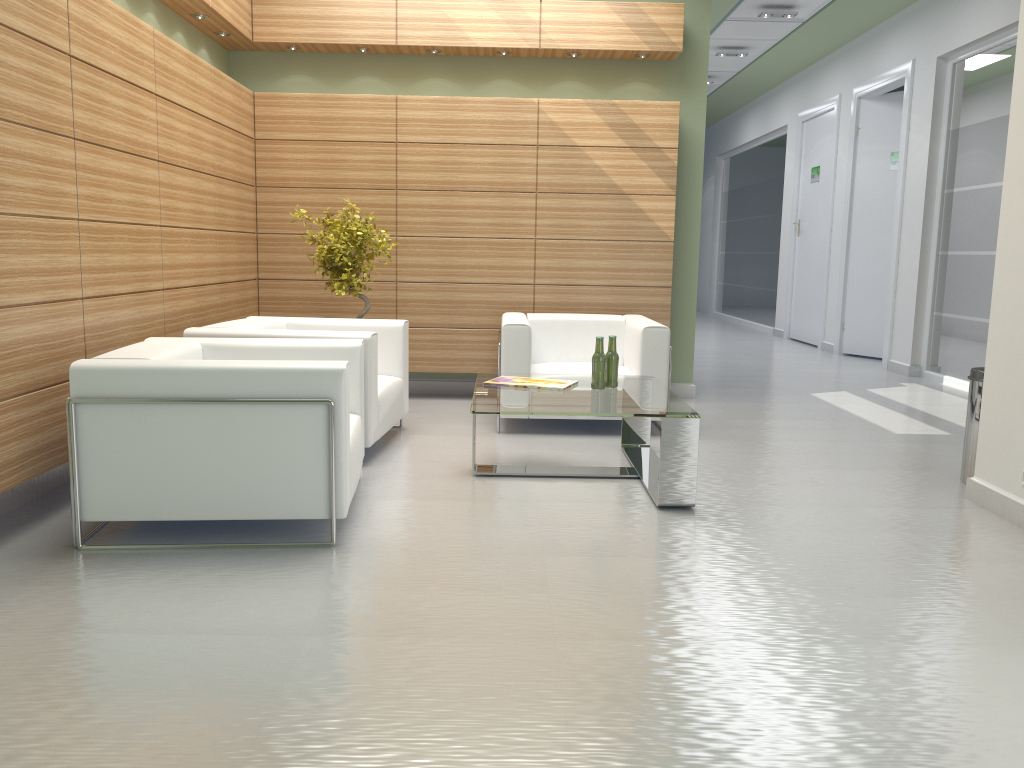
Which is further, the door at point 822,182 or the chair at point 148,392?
the door at point 822,182

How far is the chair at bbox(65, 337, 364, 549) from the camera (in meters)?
5.69

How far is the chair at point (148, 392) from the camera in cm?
569

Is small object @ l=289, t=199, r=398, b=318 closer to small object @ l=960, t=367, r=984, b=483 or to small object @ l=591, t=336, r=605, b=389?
small object @ l=591, t=336, r=605, b=389

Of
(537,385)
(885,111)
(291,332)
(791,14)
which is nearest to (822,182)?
(885,111)

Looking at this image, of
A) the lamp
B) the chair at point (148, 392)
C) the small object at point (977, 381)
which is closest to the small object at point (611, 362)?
the chair at point (148, 392)

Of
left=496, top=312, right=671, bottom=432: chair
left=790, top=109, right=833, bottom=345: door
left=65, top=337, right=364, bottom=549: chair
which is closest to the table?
left=496, top=312, right=671, bottom=432: chair

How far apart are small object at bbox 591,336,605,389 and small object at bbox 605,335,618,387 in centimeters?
14cm

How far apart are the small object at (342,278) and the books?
2.6m

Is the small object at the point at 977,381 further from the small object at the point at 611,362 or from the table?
the small object at the point at 611,362
